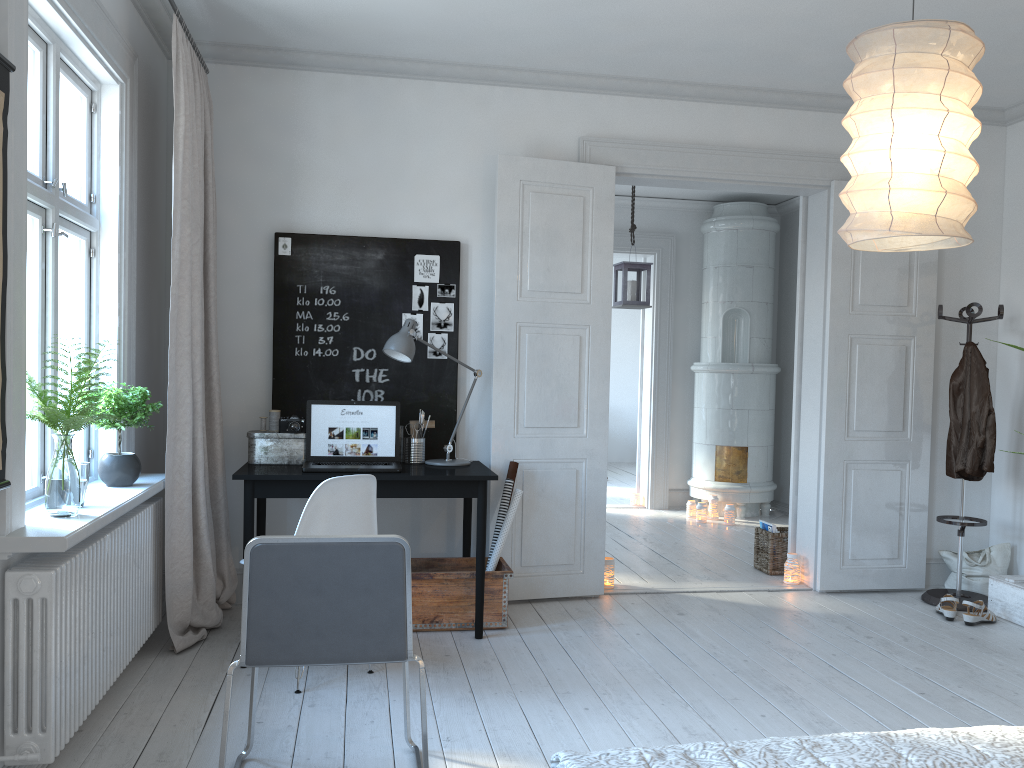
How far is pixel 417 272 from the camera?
4.64m

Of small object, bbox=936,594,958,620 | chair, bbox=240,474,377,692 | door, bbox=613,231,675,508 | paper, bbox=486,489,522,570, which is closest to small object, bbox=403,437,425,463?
paper, bbox=486,489,522,570

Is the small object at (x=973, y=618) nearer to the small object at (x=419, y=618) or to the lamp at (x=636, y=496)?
the small object at (x=419, y=618)

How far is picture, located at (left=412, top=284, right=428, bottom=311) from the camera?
4.6 meters

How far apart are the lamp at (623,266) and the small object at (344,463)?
2.5m

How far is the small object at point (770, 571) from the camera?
5.5m

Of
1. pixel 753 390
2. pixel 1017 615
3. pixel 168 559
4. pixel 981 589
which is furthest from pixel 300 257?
pixel 753 390

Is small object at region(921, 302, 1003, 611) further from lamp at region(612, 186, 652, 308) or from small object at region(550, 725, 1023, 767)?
small object at region(550, 725, 1023, 767)

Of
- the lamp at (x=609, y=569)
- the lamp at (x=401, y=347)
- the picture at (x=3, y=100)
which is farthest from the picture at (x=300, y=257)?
the picture at (x=3, y=100)

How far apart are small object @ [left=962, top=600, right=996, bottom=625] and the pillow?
0.5m
